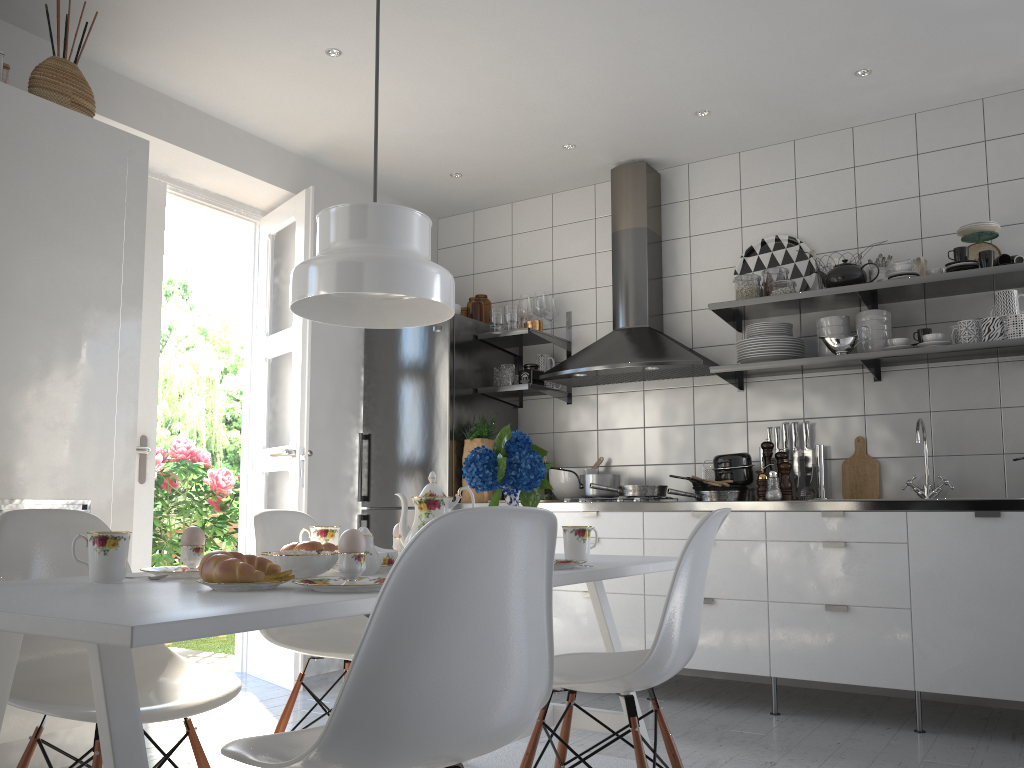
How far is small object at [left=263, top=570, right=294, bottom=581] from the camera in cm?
150

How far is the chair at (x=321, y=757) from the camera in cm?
118

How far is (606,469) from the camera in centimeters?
464cm

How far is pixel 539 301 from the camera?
4.7 meters

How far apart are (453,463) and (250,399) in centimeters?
111cm

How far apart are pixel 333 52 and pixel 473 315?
1.7m

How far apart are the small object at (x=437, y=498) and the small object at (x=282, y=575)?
0.6m

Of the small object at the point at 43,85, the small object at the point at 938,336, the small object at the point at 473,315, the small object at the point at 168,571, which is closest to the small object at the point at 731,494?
the small object at the point at 938,336

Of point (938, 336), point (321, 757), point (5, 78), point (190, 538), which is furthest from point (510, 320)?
point (321, 757)

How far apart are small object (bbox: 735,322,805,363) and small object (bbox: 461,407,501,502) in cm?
126
